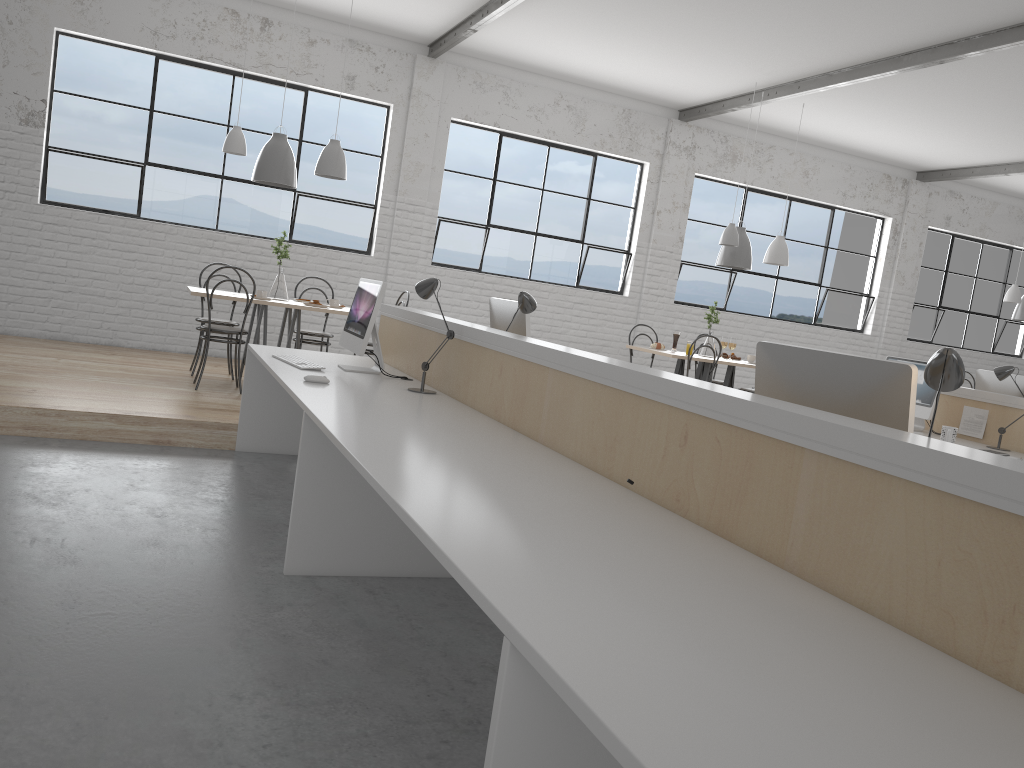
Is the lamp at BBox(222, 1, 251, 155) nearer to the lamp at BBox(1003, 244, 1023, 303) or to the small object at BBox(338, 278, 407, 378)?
the small object at BBox(338, 278, 407, 378)

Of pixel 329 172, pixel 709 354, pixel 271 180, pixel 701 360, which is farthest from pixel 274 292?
pixel 709 354

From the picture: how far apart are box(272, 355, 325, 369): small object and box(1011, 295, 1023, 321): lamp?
6.8 meters

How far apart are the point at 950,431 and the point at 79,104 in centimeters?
573cm

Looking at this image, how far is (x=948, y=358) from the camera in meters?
1.6 m

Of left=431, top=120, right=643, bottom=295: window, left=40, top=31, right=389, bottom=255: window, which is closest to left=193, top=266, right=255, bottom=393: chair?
left=40, top=31, right=389, bottom=255: window

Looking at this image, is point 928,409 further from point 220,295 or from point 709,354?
point 220,295

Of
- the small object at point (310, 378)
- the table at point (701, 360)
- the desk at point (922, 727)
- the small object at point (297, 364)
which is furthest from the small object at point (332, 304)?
the small object at point (310, 378)

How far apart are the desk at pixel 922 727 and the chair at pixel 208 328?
0.9 meters

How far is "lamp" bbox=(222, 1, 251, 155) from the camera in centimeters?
515cm
